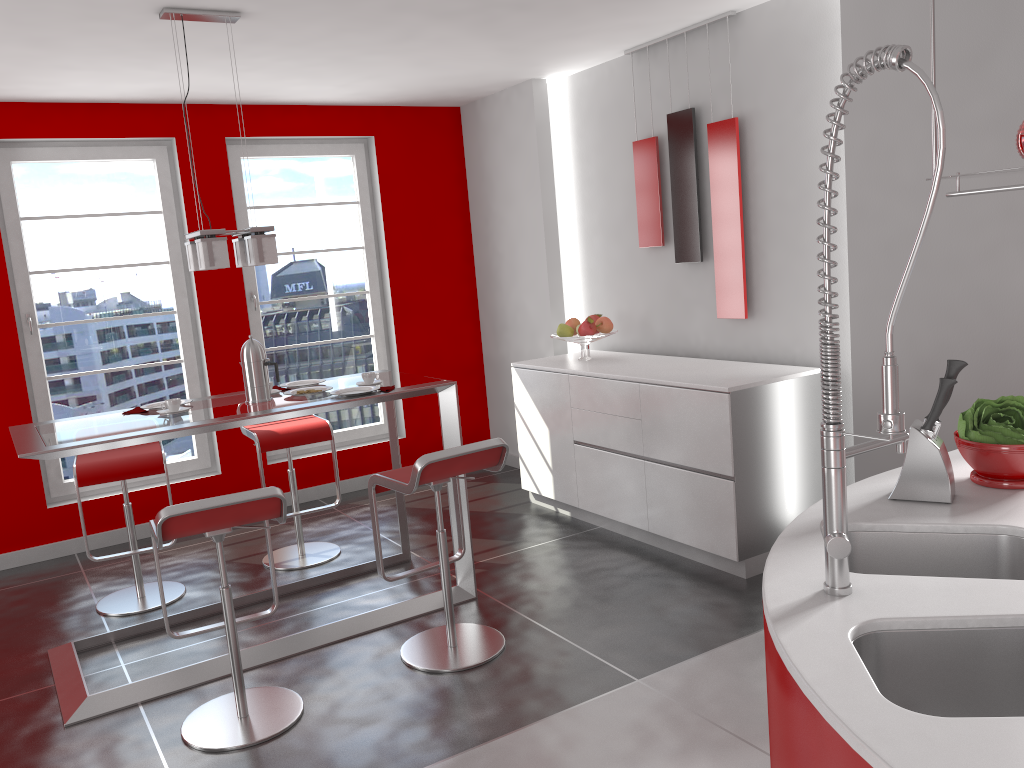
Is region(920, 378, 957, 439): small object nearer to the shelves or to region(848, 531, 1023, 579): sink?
region(848, 531, 1023, 579): sink

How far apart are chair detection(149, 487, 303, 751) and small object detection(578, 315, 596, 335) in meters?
2.4 m

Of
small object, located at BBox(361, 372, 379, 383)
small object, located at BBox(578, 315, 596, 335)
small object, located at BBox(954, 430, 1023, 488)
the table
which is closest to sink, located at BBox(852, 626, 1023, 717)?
small object, located at BBox(954, 430, 1023, 488)

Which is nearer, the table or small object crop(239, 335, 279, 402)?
the table

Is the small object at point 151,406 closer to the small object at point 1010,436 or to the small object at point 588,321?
the small object at point 588,321

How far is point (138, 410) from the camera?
3.8m

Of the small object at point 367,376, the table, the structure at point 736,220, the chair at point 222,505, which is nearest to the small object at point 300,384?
the table

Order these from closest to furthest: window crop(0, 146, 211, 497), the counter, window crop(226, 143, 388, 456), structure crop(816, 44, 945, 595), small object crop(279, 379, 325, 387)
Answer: the counter → structure crop(816, 44, 945, 595) → small object crop(279, 379, 325, 387) → window crop(0, 146, 211, 497) → window crop(226, 143, 388, 456)

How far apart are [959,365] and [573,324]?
3.30m

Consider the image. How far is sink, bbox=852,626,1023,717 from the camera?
1.5 meters
